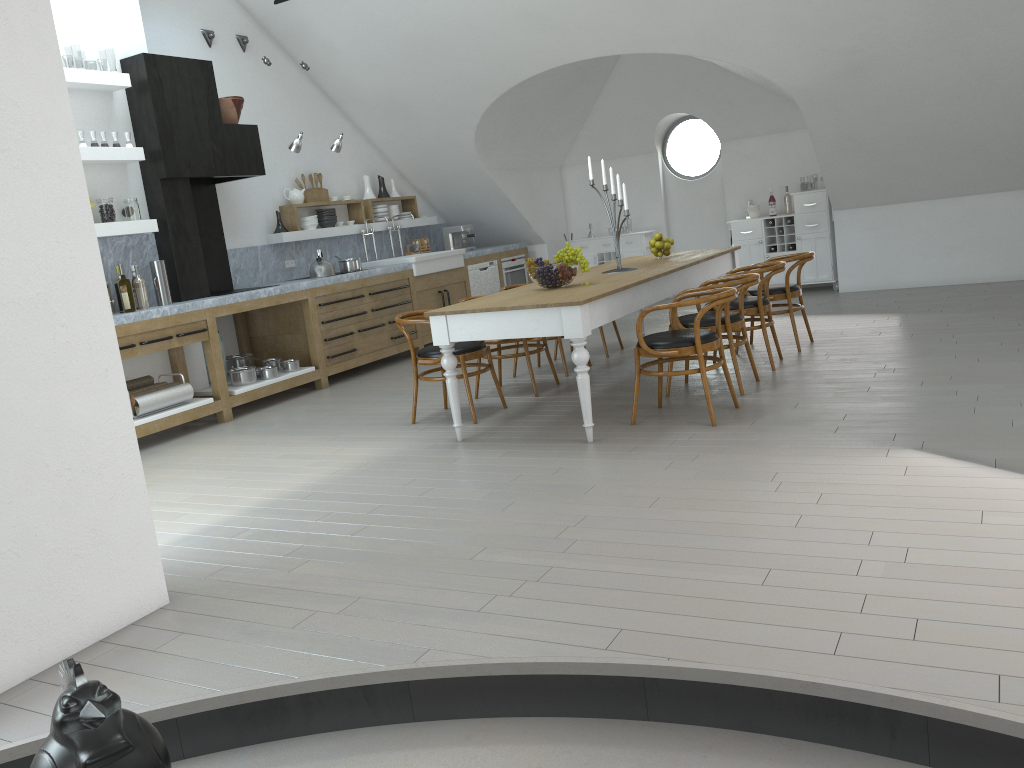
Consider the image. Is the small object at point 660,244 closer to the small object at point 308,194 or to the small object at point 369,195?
the small object at point 308,194

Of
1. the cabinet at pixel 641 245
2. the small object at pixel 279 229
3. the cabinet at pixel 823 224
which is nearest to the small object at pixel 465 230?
the cabinet at pixel 641 245

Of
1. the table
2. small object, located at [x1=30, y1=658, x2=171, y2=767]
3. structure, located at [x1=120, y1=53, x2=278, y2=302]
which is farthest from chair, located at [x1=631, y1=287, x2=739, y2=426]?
structure, located at [x1=120, y1=53, x2=278, y2=302]

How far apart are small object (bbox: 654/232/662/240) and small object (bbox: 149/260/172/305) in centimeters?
385cm

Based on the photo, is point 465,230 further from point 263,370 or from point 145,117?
point 145,117

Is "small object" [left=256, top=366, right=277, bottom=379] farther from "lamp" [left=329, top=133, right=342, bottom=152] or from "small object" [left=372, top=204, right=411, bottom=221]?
"small object" [left=372, top=204, right=411, bottom=221]

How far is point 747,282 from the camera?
5.5m

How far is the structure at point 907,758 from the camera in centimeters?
221cm

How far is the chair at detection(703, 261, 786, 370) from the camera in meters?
6.1 m

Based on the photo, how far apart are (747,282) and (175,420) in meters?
4.2 m
